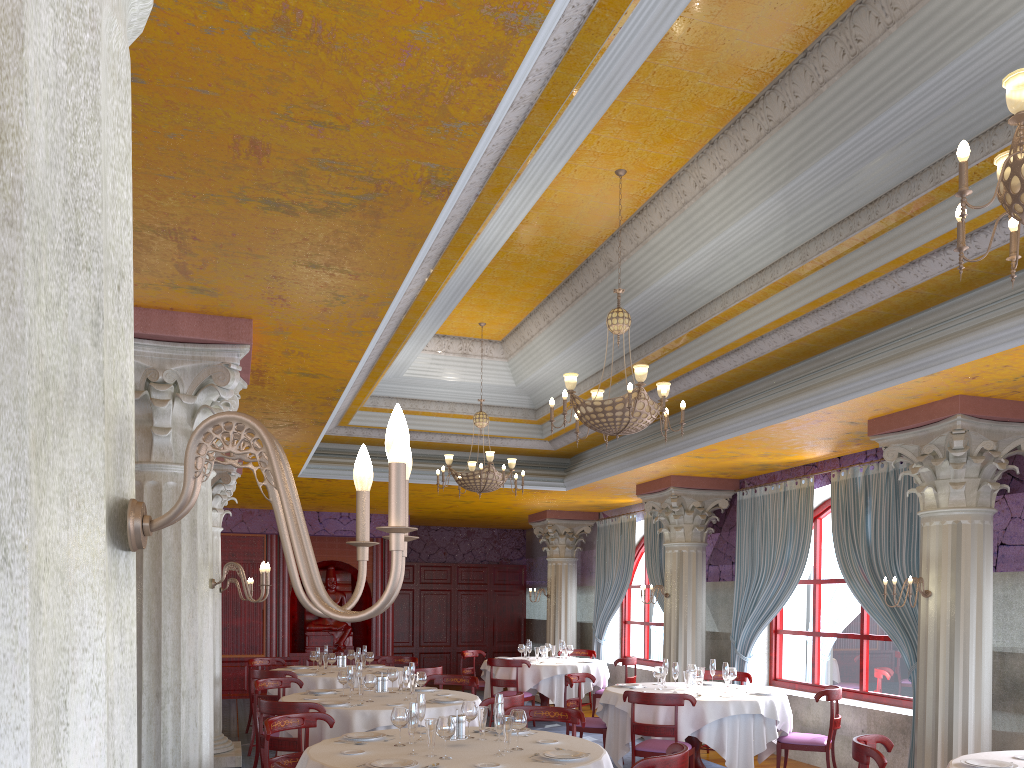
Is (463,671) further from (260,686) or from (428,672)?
(260,686)

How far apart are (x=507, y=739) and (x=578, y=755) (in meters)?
0.45

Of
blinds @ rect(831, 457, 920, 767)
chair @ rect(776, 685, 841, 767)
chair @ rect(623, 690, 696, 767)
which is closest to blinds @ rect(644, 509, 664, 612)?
blinds @ rect(831, 457, 920, 767)

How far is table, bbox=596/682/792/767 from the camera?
8.1 meters

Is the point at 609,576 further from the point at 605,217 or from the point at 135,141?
the point at 135,141

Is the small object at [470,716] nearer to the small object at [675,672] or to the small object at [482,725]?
the small object at [482,725]

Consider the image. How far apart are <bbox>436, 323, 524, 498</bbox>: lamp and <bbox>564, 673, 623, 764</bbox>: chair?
2.25m

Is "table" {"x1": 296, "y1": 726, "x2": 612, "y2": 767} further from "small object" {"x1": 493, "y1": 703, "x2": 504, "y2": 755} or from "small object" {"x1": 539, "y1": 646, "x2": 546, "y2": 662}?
"small object" {"x1": 539, "y1": 646, "x2": 546, "y2": 662}

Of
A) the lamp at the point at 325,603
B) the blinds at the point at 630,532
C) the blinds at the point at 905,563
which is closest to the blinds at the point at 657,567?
the blinds at the point at 630,532

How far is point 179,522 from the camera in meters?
5.3 m
